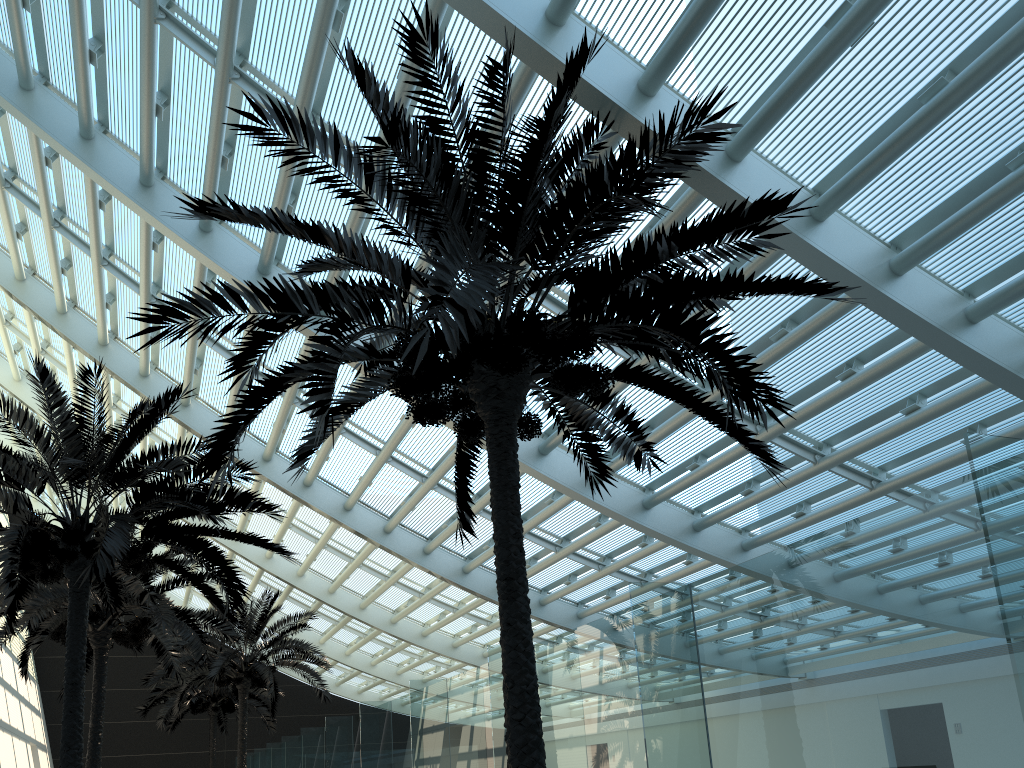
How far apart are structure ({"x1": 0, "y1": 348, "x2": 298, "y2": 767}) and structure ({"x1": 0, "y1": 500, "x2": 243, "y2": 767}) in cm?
113

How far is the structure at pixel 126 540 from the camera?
9.3m

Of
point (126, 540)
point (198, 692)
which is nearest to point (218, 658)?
point (198, 692)

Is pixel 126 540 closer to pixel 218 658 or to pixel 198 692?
pixel 218 658

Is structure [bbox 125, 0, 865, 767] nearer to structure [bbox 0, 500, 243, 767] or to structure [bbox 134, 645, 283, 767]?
structure [bbox 0, 500, 243, 767]

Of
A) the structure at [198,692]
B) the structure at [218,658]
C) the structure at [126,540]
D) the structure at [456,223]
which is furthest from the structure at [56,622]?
the structure at [198,692]

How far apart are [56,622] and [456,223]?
11.5m

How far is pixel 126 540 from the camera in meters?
9.3

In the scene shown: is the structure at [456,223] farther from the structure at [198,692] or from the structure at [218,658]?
the structure at [198,692]

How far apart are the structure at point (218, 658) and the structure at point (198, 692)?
3.9m
